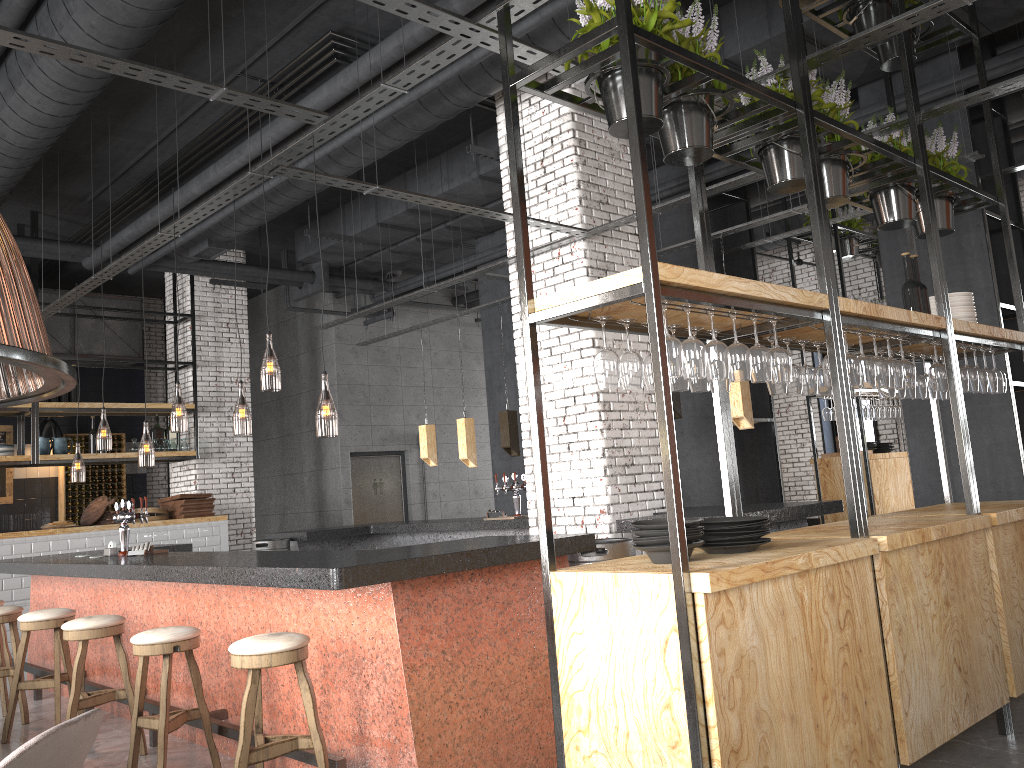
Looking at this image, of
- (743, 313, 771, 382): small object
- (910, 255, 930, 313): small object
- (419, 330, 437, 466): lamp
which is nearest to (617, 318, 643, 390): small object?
(743, 313, 771, 382): small object

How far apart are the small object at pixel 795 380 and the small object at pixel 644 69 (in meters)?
1.40

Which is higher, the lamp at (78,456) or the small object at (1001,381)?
the lamp at (78,456)

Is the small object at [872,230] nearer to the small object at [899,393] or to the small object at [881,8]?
the small object at [881,8]

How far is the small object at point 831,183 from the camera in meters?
4.5 m

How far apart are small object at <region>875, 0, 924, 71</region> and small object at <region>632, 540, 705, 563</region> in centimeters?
391cm

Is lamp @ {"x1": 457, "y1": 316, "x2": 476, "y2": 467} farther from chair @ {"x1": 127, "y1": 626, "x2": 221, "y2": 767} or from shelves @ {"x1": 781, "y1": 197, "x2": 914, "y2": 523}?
chair @ {"x1": 127, "y1": 626, "x2": 221, "y2": 767}

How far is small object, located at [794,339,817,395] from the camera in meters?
4.3

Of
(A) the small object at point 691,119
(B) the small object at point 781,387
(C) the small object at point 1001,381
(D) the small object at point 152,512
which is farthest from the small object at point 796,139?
(D) the small object at point 152,512

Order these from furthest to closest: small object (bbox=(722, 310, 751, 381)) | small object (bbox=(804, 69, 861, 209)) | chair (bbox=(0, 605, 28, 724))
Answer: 1. chair (bbox=(0, 605, 28, 724))
2. small object (bbox=(804, 69, 861, 209))
3. small object (bbox=(722, 310, 751, 381))
